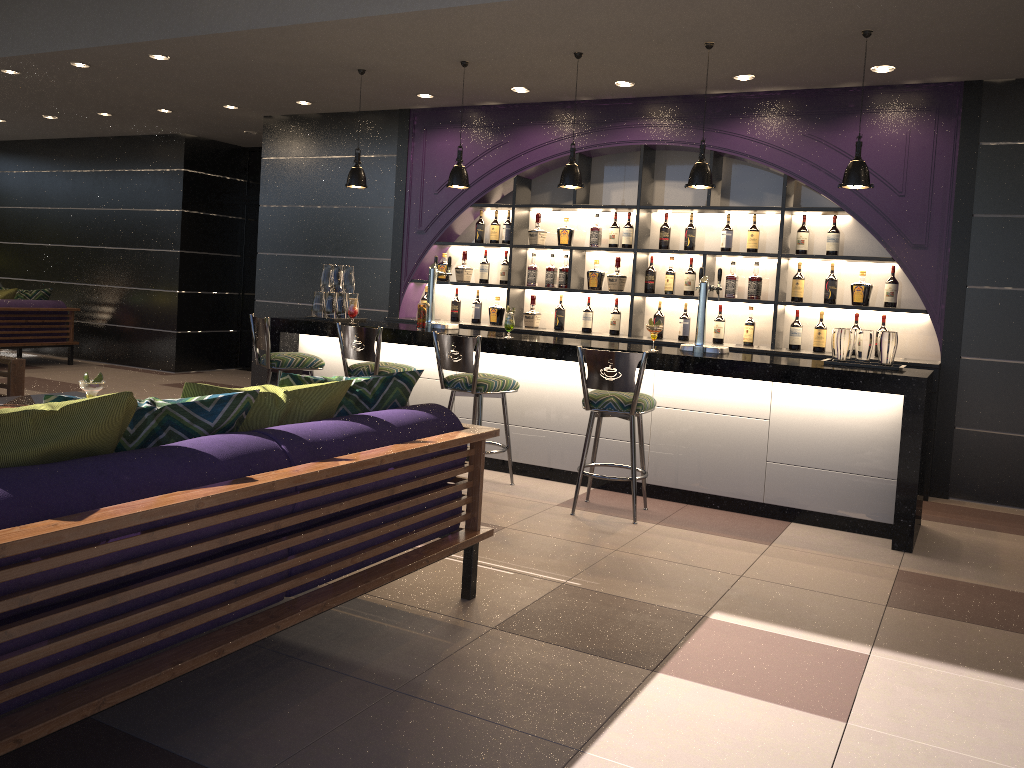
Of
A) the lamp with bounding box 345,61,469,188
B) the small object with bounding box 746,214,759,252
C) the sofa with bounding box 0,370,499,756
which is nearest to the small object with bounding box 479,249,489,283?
the lamp with bounding box 345,61,469,188

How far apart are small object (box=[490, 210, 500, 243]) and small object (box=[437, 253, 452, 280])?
0.5m

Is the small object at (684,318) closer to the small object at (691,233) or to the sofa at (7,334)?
the small object at (691,233)

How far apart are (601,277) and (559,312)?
0.5 meters

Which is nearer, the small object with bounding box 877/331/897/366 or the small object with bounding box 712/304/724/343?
the small object with bounding box 877/331/897/366

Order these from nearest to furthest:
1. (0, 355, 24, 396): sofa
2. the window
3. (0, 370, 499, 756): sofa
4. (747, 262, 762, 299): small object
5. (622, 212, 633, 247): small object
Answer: (0, 370, 499, 756): sofa → (0, 355, 24, 396): sofa → (747, 262, 762, 299): small object → (622, 212, 633, 247): small object → the window

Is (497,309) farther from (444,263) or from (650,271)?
(650,271)

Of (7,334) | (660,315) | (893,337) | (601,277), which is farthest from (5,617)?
(7,334)

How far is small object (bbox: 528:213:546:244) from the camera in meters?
7.3 m

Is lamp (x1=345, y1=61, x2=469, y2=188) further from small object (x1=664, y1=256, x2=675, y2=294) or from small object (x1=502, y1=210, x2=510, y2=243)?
small object (x1=664, y1=256, x2=675, y2=294)
